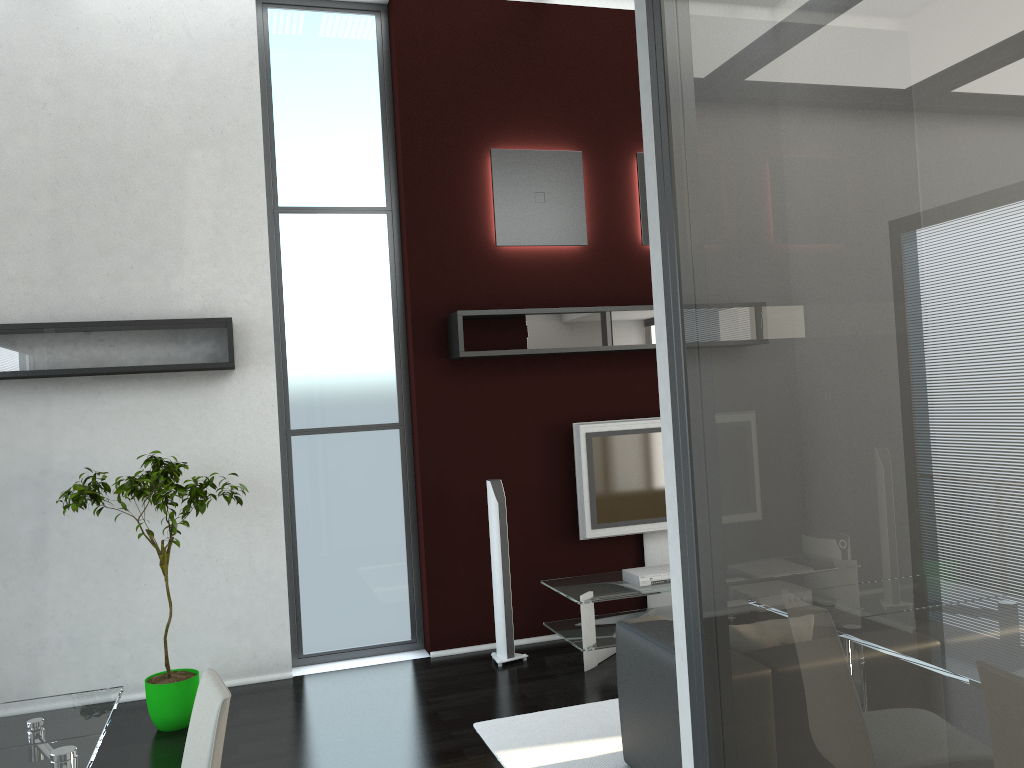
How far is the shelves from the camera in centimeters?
504cm

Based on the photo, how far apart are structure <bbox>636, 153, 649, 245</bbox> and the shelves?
0.6m

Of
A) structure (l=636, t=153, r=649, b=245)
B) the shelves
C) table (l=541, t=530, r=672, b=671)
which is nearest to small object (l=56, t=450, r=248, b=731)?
the shelves

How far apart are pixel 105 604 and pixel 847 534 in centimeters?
517cm

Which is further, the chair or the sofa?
the sofa

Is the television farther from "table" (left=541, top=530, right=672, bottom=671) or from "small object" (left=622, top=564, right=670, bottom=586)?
"small object" (left=622, top=564, right=670, bottom=586)

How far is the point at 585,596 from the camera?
5.5m

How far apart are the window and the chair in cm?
345

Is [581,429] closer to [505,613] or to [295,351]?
[505,613]

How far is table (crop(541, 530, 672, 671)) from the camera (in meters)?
5.46
